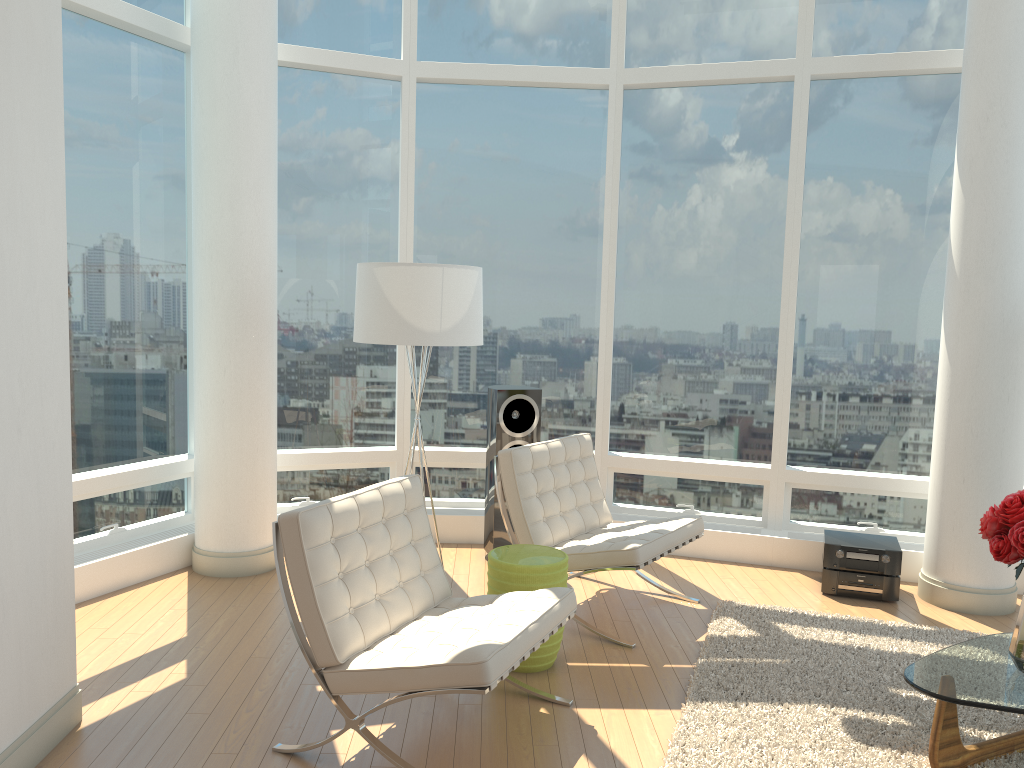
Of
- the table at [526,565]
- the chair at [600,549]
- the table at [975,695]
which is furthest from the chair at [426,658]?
the table at [975,695]

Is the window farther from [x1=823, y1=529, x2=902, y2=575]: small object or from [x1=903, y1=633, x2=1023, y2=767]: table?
[x1=903, y1=633, x2=1023, y2=767]: table

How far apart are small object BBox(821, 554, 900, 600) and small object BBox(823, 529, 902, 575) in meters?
0.0 m

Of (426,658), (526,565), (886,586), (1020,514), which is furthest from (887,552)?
(426,658)

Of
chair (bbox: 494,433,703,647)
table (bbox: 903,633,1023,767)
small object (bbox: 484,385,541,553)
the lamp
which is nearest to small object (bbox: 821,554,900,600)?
chair (bbox: 494,433,703,647)

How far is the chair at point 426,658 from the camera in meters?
3.1 m

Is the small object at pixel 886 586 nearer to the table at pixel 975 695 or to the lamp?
the table at pixel 975 695

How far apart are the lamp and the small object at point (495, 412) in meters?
1.1

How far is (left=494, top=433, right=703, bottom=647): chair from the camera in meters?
4.6

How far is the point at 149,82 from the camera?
5.55m
